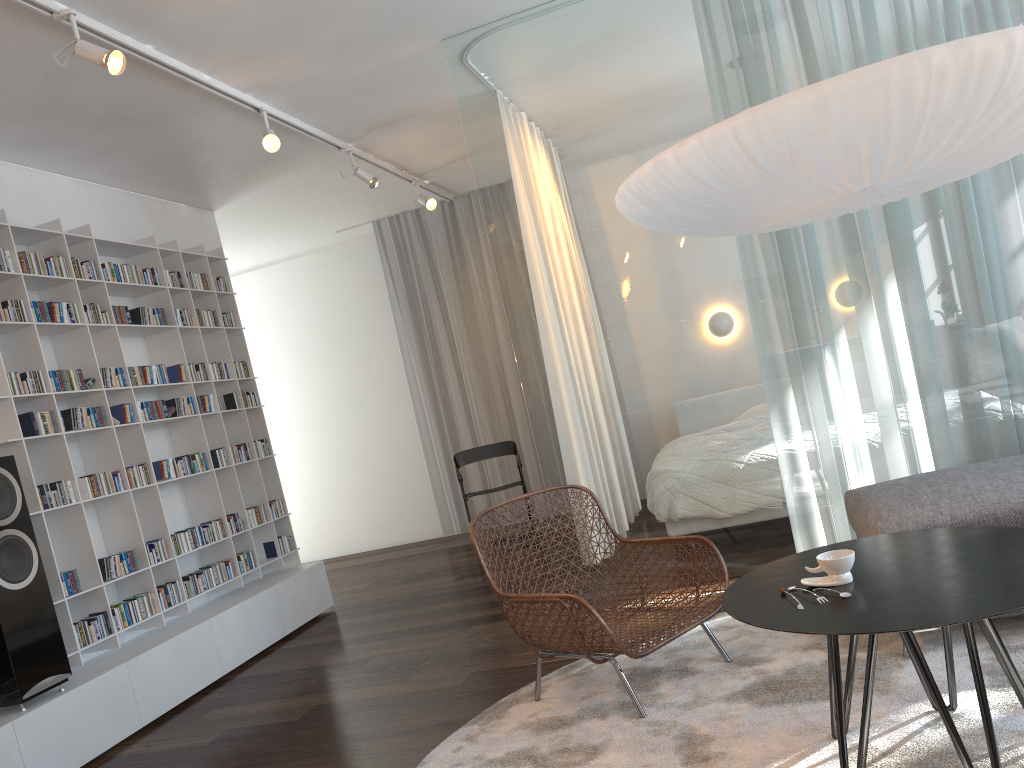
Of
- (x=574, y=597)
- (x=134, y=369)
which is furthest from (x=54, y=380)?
(x=574, y=597)

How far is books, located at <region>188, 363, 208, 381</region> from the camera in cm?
516

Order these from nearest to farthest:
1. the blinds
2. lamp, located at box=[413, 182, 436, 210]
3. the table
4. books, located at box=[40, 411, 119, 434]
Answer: the table
books, located at box=[40, 411, 119, 434]
lamp, located at box=[413, 182, 436, 210]
the blinds

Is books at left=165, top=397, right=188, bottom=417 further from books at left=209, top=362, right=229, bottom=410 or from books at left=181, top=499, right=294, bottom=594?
books at left=181, top=499, right=294, bottom=594

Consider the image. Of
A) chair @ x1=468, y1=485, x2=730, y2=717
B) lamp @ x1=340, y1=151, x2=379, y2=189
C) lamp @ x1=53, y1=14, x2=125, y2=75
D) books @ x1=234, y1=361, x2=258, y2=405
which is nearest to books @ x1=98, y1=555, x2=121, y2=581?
books @ x1=234, y1=361, x2=258, y2=405

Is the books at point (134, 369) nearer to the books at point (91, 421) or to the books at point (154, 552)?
the books at point (91, 421)

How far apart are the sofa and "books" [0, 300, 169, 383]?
3.7 meters

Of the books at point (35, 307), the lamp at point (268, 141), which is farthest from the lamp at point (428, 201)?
the books at point (35, 307)

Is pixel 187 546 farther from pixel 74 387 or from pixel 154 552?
pixel 74 387

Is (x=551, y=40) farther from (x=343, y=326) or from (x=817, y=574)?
(x=343, y=326)
